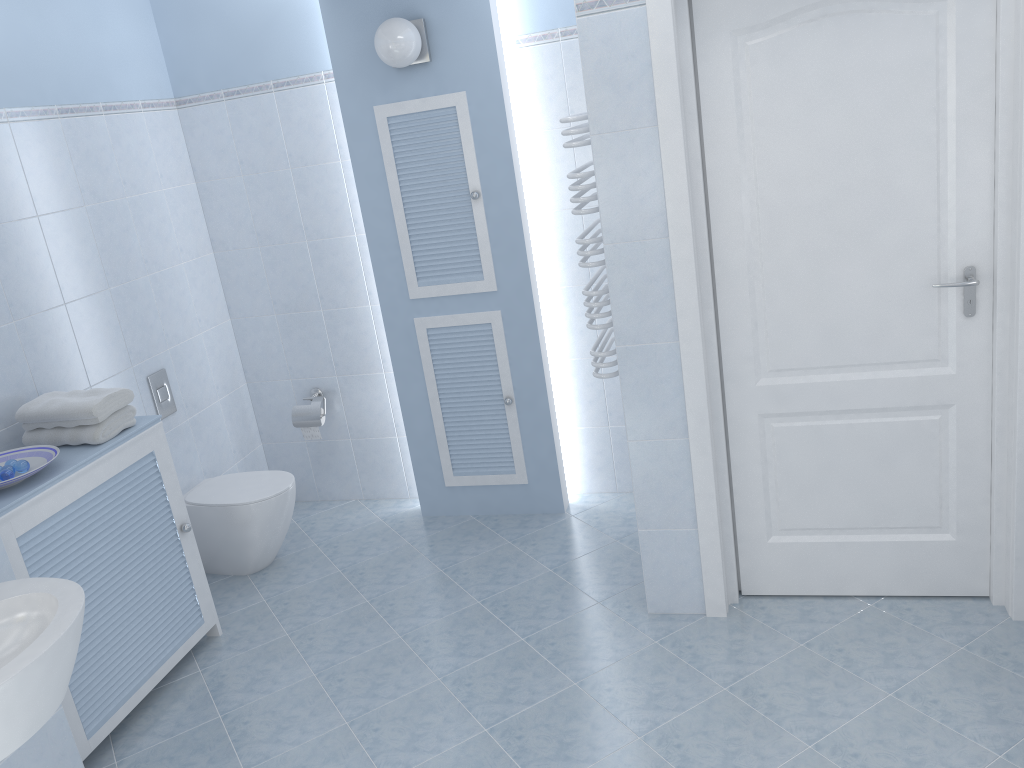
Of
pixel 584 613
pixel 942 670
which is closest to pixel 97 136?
pixel 584 613

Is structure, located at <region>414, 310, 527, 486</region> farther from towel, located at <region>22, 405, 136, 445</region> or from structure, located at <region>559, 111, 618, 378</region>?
towel, located at <region>22, 405, 136, 445</region>

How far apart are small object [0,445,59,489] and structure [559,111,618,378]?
1.79m

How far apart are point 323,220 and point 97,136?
1.0m

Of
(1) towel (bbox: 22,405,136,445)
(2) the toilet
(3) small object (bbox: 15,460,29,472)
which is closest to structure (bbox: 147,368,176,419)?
(2) the toilet

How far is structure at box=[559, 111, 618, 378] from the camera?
2.88m

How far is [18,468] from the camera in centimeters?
276cm

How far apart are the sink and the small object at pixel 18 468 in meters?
0.6 m

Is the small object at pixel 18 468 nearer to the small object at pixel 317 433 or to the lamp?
the small object at pixel 317 433

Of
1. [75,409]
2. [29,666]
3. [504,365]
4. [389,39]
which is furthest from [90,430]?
[389,39]
